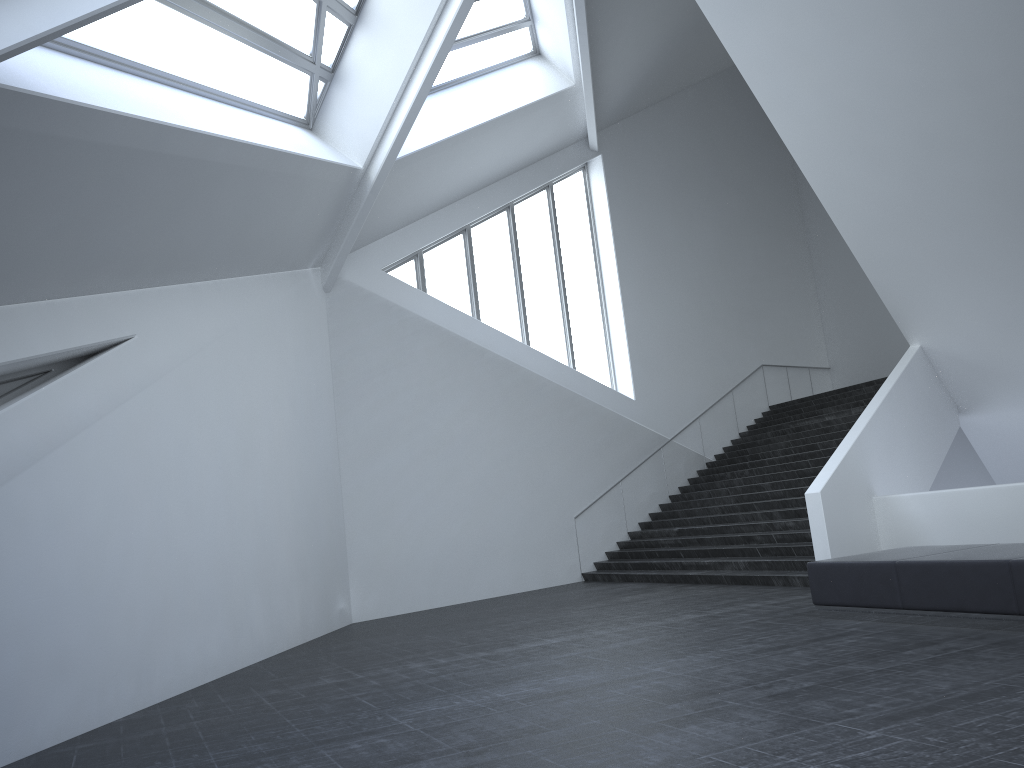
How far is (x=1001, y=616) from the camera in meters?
7.2 m

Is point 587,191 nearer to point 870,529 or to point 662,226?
point 662,226

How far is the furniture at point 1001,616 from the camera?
7.2m

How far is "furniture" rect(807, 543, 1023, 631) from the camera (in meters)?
7.21
